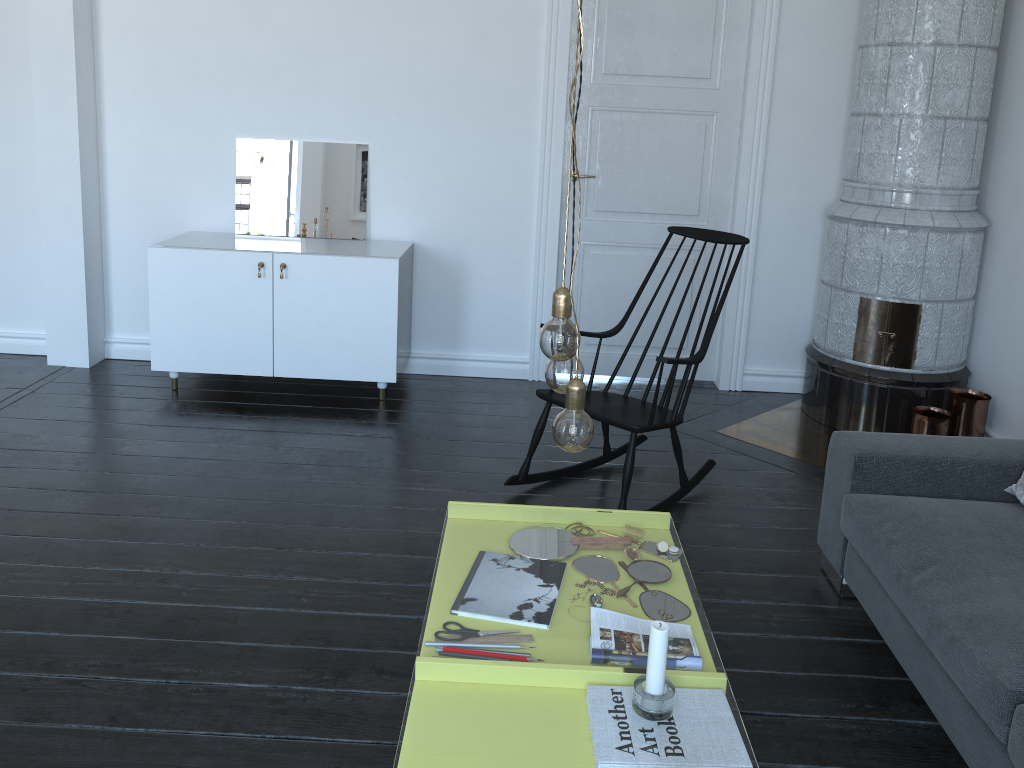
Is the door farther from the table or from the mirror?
the table

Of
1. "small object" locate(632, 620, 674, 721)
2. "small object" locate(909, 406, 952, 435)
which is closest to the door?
"small object" locate(909, 406, 952, 435)

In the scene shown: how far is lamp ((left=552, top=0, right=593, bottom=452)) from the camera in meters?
1.5 m

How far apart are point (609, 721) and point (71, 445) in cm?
817

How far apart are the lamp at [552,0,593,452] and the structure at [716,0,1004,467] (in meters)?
2.66

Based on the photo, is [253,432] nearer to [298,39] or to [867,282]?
[298,39]

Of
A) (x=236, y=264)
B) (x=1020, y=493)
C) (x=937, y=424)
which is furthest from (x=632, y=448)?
(x=236, y=264)

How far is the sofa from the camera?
1.93m

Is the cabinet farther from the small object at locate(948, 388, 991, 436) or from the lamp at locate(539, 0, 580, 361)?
the lamp at locate(539, 0, 580, 361)

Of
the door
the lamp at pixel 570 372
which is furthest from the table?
the lamp at pixel 570 372
